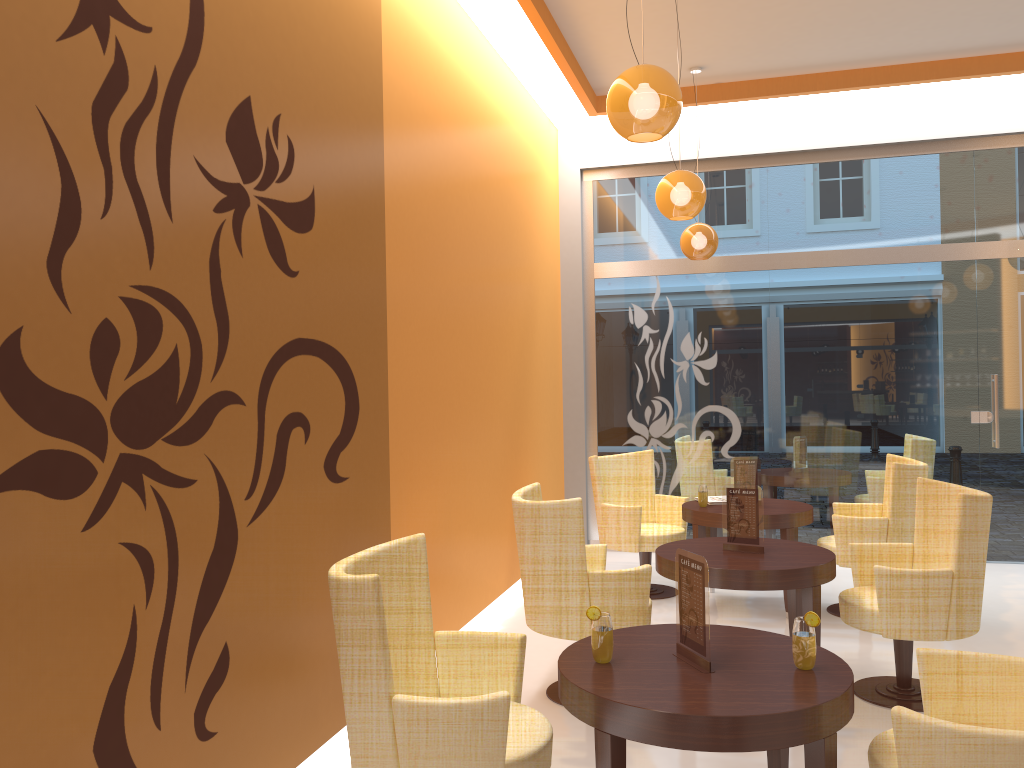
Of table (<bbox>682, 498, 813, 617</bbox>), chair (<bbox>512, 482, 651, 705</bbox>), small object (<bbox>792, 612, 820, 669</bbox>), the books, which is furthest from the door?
small object (<bbox>792, 612, 820, 669</bbox>)

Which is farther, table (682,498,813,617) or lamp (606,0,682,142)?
table (682,498,813,617)

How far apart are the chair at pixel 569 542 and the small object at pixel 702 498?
1.6 meters

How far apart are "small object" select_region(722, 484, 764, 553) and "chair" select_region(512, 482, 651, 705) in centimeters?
55cm

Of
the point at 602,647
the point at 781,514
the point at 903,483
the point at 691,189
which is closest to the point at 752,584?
the point at 602,647

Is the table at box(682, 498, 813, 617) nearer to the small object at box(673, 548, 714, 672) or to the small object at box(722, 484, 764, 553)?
the small object at box(722, 484, 764, 553)

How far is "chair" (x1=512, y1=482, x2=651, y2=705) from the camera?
4.0 meters

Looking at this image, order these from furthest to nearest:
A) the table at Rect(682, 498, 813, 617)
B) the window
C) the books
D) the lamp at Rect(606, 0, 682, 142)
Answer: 1. the window
2. the books
3. the table at Rect(682, 498, 813, 617)
4. the lamp at Rect(606, 0, 682, 142)

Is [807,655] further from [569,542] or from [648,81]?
[648,81]

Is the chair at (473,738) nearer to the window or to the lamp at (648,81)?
the lamp at (648,81)
